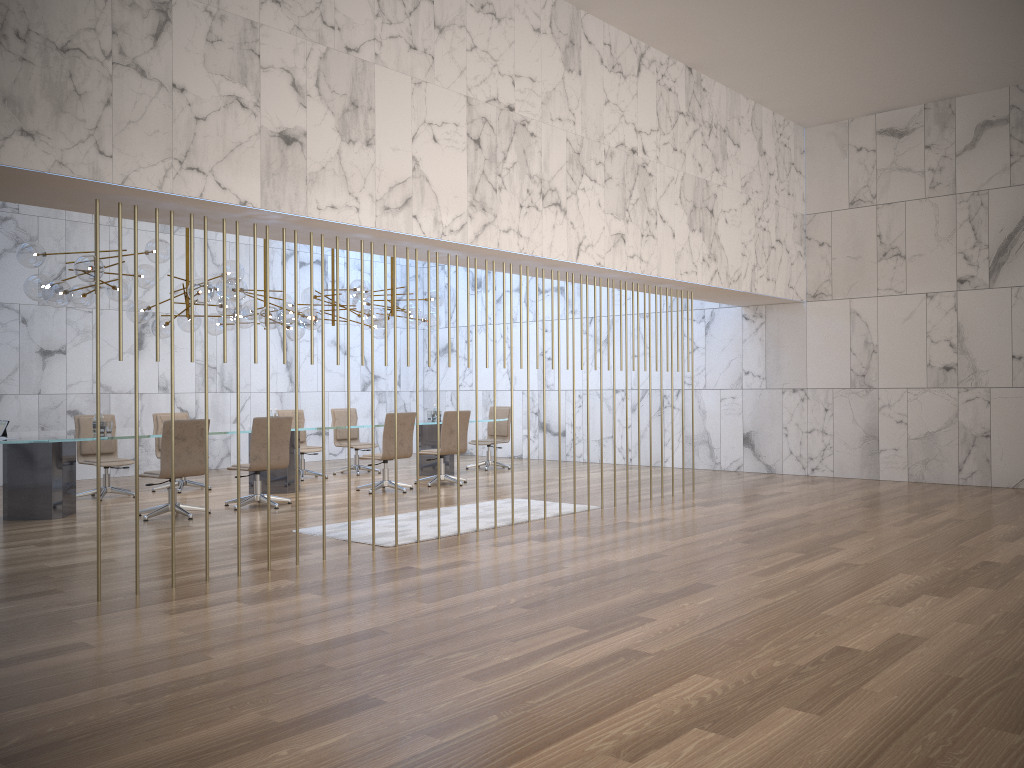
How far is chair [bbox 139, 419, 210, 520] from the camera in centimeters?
875cm

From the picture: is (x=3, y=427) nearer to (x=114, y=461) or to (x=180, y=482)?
(x=114, y=461)

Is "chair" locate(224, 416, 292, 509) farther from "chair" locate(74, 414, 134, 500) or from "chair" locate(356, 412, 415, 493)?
"chair" locate(74, 414, 134, 500)

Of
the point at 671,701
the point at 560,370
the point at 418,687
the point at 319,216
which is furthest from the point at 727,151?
the point at 418,687

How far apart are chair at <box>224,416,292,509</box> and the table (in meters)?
0.50

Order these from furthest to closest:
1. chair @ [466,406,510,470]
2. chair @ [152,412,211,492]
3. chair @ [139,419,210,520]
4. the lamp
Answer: chair @ [466,406,510,470], chair @ [152,412,211,492], the lamp, chair @ [139,419,210,520]

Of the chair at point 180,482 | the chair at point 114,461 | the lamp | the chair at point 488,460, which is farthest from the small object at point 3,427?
the chair at point 488,460

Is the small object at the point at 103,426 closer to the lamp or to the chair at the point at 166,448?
the chair at the point at 166,448

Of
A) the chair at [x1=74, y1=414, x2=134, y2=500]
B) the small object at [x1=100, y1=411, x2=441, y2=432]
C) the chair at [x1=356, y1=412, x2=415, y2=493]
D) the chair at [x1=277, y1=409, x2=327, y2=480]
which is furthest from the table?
the chair at [x1=277, y1=409, x2=327, y2=480]

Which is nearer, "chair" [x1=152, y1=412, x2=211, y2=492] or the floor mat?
the floor mat
